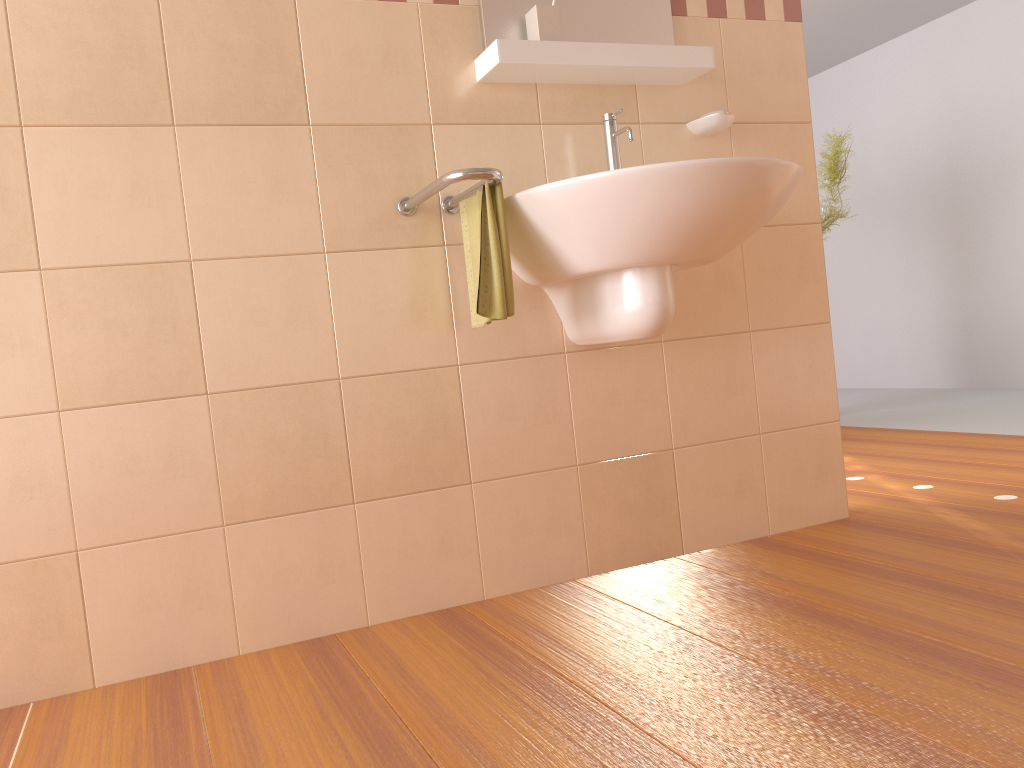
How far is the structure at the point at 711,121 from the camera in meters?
2.2 m

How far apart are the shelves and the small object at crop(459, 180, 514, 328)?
0.3m

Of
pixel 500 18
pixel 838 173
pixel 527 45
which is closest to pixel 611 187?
pixel 527 45

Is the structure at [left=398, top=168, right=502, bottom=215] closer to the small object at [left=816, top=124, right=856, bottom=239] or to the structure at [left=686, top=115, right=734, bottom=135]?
the structure at [left=686, top=115, right=734, bottom=135]

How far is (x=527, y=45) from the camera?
1.9 meters

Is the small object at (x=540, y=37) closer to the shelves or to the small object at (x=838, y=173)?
the shelves

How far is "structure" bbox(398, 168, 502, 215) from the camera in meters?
1.6

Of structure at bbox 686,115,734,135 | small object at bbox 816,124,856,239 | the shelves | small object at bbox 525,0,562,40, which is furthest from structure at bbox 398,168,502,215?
small object at bbox 816,124,856,239

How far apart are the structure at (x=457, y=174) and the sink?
0.06m

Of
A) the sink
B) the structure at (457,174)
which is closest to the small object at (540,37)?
the sink
